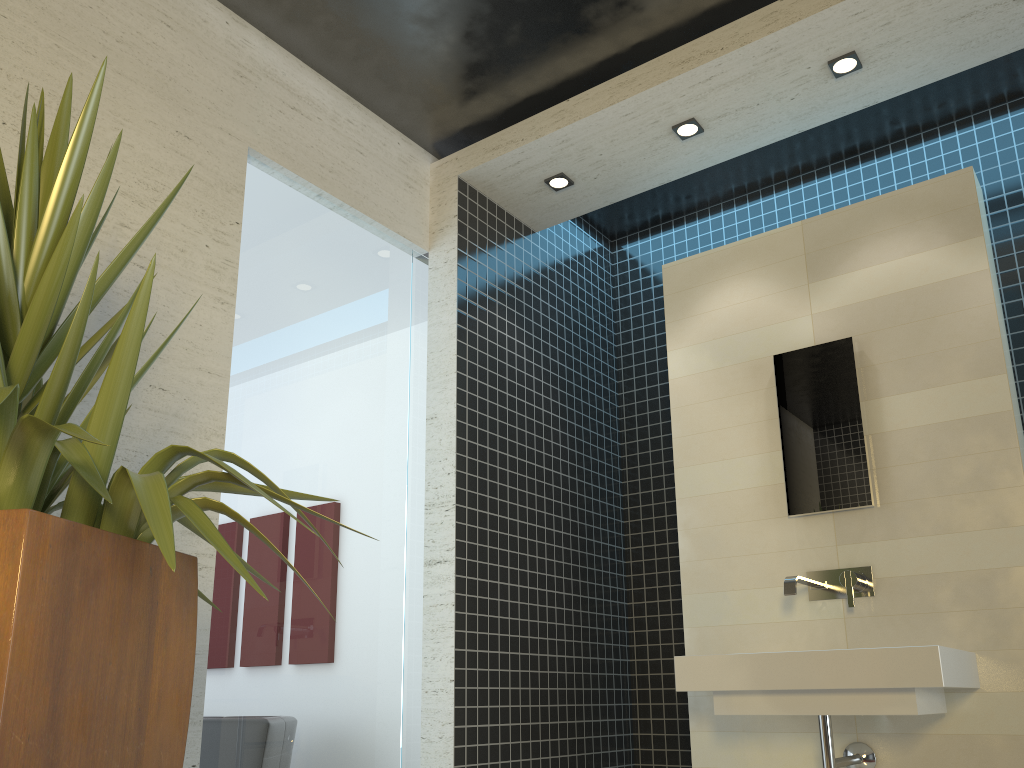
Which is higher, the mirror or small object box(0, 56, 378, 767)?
the mirror

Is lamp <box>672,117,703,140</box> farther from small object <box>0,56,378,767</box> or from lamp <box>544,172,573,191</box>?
small object <box>0,56,378,767</box>

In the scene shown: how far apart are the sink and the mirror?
0.2m

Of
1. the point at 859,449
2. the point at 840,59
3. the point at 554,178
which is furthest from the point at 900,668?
the point at 554,178

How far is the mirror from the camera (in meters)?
3.32

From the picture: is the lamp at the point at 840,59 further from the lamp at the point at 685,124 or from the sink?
the sink

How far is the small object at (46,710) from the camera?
1.2 meters

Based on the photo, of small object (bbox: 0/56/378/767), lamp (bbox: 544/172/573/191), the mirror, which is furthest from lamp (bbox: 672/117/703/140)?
small object (bbox: 0/56/378/767)

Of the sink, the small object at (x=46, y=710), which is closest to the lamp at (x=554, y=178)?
the sink

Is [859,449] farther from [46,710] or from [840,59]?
[46,710]
